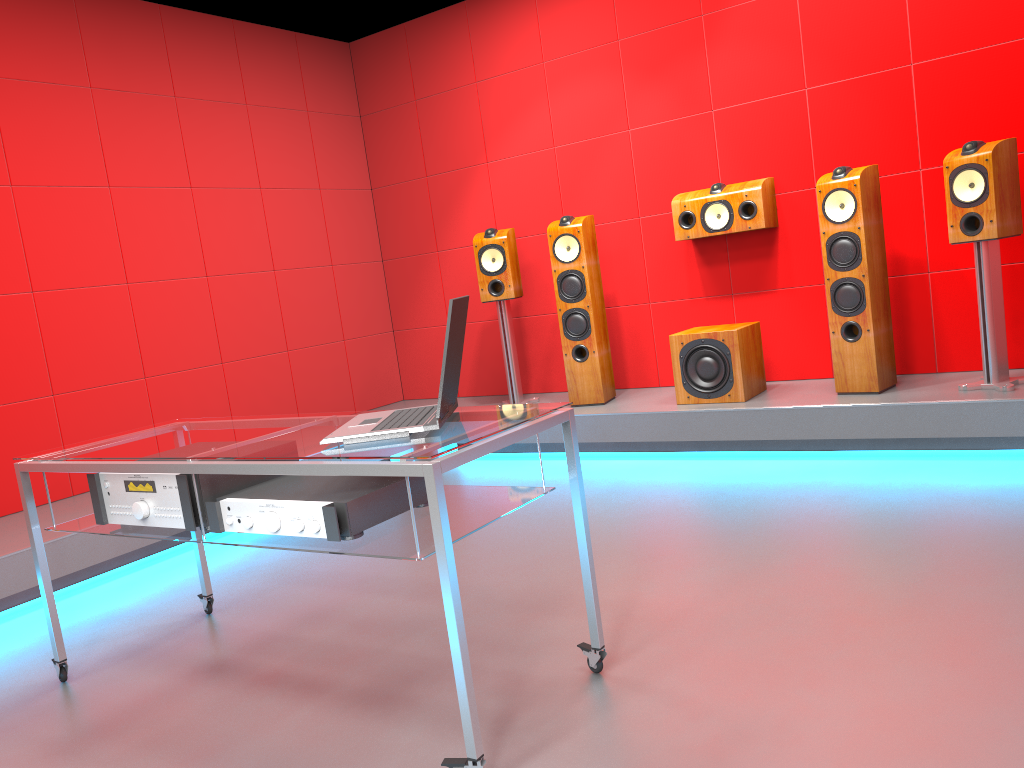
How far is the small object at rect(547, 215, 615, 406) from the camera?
4.8 meters

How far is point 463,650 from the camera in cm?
173

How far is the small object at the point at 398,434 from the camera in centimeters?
195cm

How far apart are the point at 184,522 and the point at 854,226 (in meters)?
3.15

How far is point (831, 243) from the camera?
4.1 meters

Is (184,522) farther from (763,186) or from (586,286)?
(763,186)

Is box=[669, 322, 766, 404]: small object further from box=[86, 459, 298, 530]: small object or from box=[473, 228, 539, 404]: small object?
box=[86, 459, 298, 530]: small object

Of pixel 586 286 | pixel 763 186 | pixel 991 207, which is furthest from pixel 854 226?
pixel 586 286

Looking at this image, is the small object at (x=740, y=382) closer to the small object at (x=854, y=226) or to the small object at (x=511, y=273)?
the small object at (x=854, y=226)

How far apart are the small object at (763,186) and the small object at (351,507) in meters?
3.0 m
